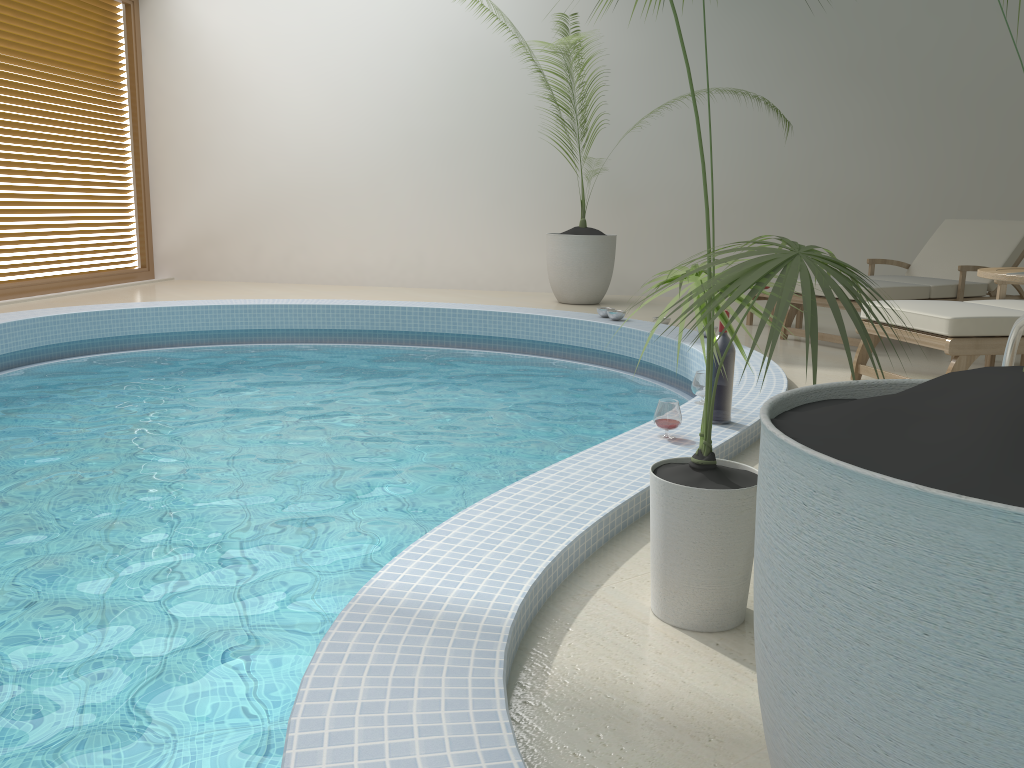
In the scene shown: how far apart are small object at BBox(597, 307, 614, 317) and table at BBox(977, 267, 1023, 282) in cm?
389

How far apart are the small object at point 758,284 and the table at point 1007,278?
0.9 meters

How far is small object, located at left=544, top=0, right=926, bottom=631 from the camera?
1.5m

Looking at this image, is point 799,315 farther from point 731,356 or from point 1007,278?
point 1007,278

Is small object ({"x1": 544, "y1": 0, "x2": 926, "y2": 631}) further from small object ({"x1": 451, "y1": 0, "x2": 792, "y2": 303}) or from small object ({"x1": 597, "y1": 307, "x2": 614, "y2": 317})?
small object ({"x1": 451, "y1": 0, "x2": 792, "y2": 303})

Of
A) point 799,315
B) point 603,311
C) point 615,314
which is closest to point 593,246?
point 603,311

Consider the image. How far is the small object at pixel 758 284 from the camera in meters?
1.5 m

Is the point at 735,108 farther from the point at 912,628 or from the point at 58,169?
the point at 912,628

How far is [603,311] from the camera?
6.63m

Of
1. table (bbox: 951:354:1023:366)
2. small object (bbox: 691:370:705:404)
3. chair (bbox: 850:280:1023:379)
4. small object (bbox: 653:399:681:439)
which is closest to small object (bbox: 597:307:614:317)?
chair (bbox: 850:280:1023:379)
